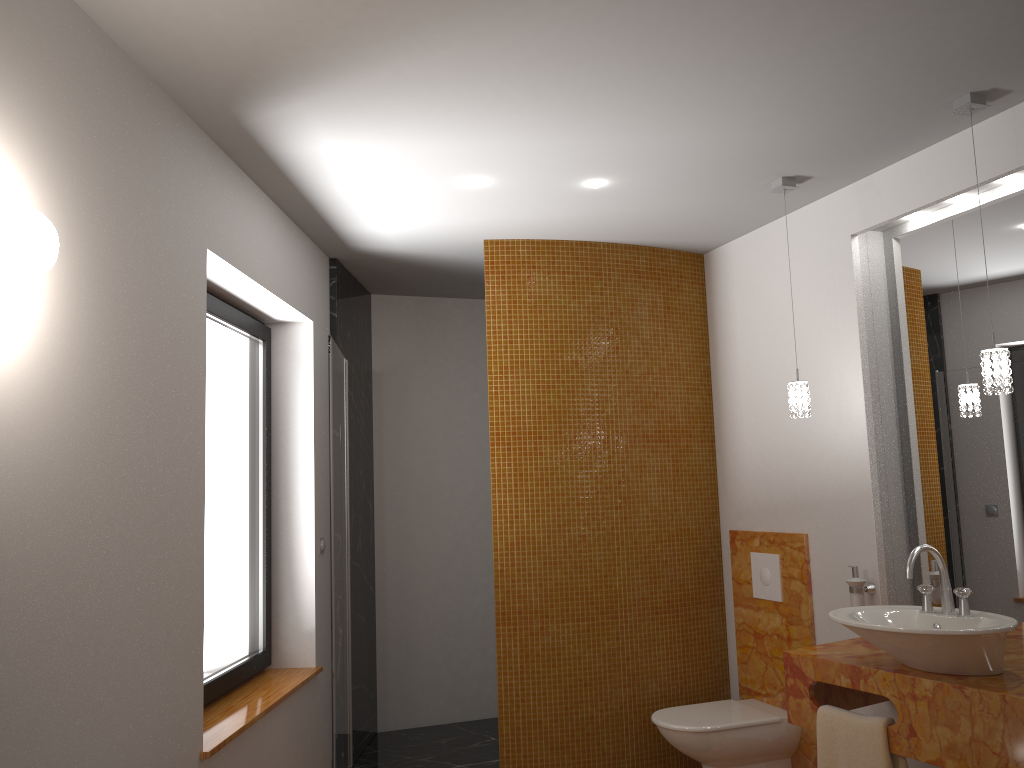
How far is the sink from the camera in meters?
2.4 m

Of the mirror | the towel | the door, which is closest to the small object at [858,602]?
the mirror

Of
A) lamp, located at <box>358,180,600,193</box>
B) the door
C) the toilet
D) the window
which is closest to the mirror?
the toilet

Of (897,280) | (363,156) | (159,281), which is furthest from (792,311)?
(159,281)

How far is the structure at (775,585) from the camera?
3.82m

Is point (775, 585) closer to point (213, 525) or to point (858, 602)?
point (858, 602)

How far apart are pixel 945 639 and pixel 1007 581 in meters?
0.7

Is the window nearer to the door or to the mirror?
the door

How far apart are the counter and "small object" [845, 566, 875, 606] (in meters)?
0.18

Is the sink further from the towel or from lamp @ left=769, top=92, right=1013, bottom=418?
lamp @ left=769, top=92, right=1013, bottom=418
